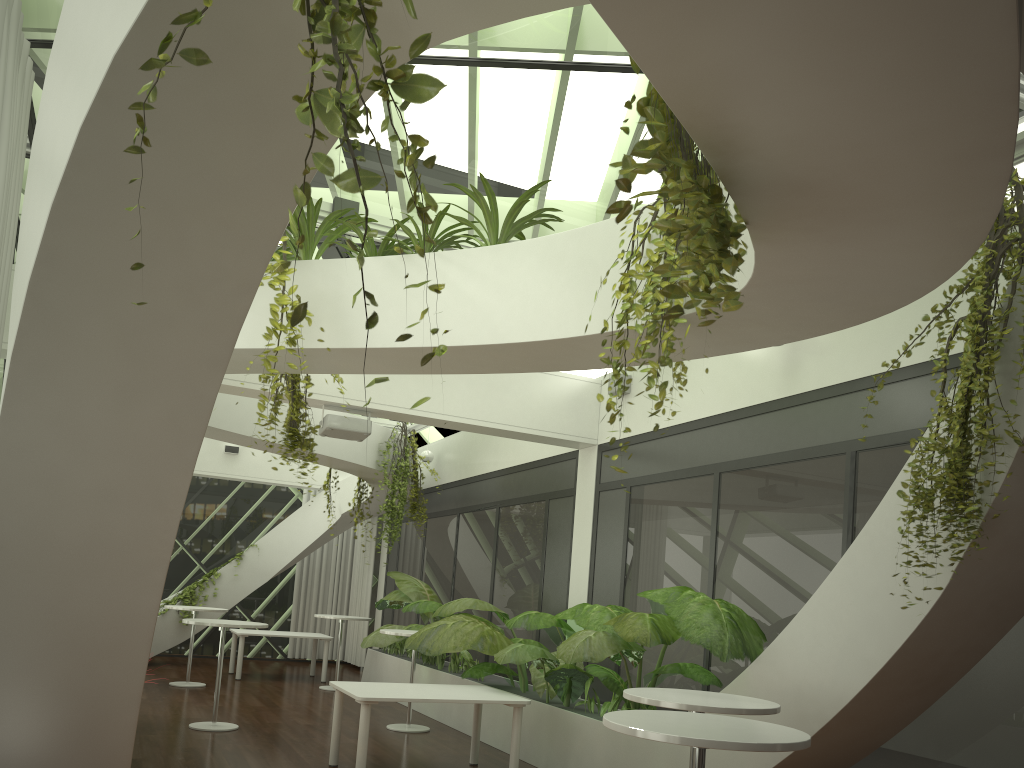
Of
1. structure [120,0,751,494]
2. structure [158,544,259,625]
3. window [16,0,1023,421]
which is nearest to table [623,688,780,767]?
structure [120,0,751,494]

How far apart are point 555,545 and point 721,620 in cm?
420

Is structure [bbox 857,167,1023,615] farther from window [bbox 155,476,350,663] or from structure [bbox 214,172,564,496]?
window [bbox 155,476,350,663]

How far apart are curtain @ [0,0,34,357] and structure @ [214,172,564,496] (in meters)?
1.48

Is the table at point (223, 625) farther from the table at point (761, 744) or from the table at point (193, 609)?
the table at point (761, 744)

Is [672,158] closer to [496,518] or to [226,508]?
[496,518]

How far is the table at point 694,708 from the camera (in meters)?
4.30

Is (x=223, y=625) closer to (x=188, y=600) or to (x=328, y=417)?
(x=328, y=417)

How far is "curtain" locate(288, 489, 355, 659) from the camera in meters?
16.6

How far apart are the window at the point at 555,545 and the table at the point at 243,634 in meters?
1.3 m
